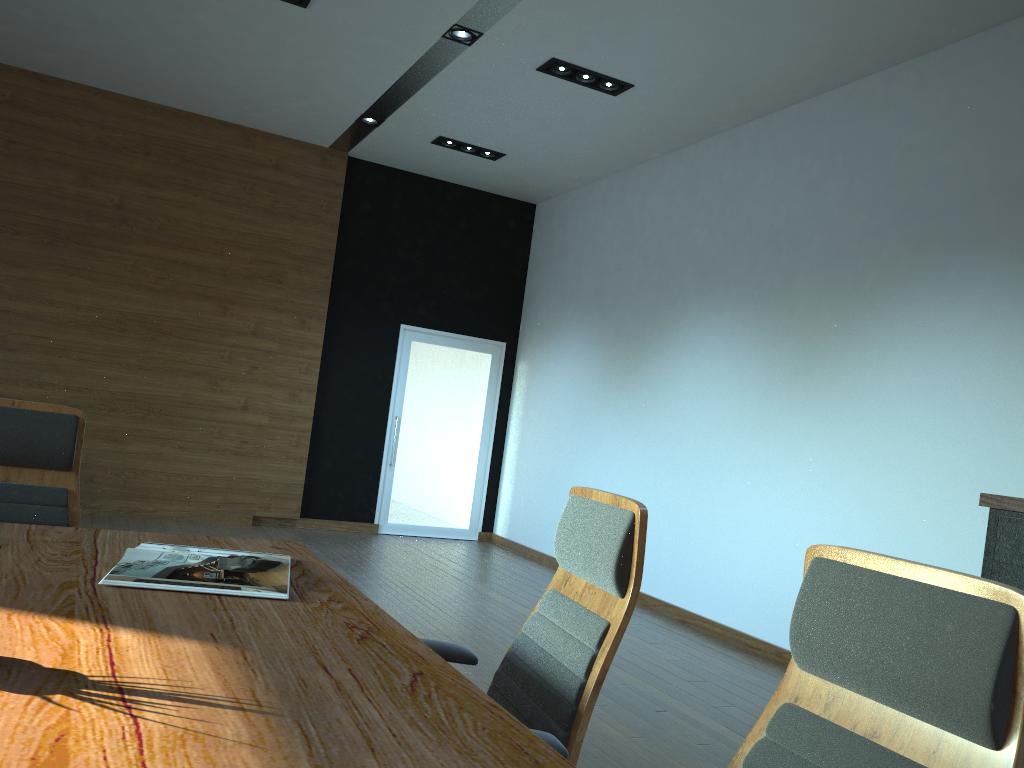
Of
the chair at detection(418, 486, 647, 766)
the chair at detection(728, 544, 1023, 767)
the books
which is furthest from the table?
the chair at detection(728, 544, 1023, 767)

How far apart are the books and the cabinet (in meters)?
2.82

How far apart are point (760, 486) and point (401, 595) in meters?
2.5 m

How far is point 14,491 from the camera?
2.8m

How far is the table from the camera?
1.1m

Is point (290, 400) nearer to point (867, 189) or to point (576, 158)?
point (576, 158)

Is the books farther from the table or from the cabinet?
the cabinet

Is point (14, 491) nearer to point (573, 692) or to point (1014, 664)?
point (573, 692)

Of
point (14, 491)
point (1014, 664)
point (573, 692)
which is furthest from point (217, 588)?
point (1014, 664)

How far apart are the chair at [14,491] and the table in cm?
40
